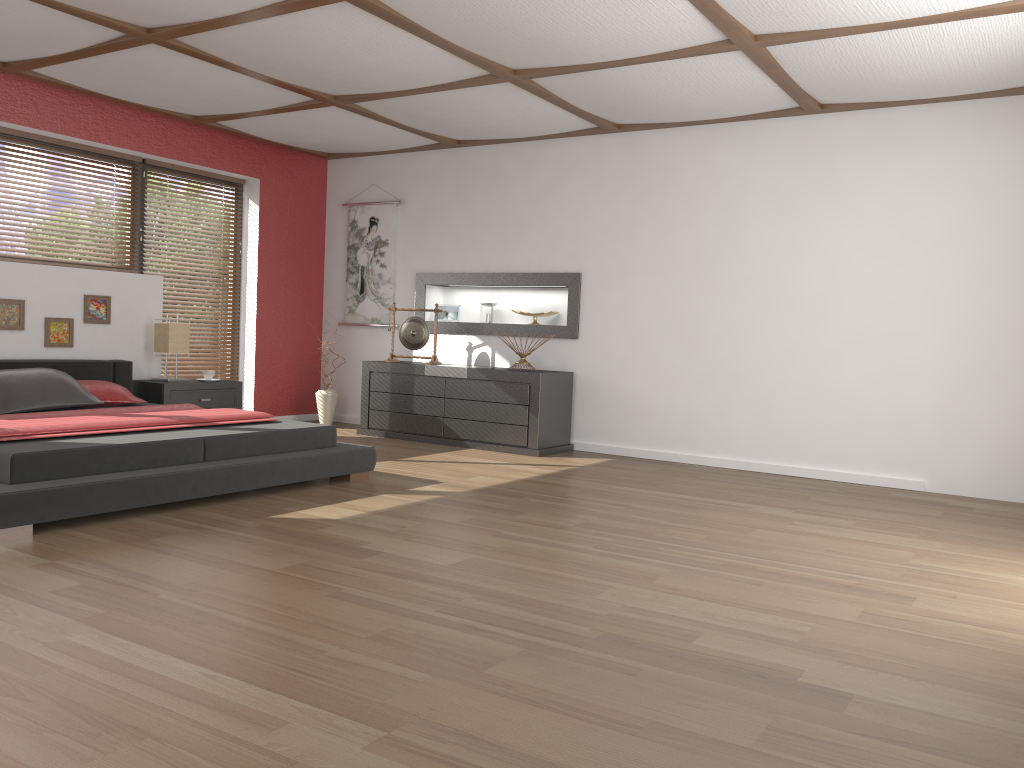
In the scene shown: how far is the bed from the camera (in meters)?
3.55

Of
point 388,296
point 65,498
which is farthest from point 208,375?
point 65,498

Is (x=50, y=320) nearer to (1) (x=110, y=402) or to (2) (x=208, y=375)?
(1) (x=110, y=402)

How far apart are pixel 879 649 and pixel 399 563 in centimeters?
165cm

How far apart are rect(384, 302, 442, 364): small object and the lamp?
1.61m

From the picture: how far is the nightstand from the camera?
6.27m

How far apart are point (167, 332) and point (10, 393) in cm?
155

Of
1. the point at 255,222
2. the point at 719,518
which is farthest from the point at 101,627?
the point at 255,222

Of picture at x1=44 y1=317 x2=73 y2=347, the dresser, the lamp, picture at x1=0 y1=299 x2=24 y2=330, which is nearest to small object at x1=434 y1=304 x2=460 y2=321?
the dresser

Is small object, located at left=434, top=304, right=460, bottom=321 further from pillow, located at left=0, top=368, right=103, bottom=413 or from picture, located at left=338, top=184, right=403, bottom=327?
pillow, located at left=0, top=368, right=103, bottom=413
